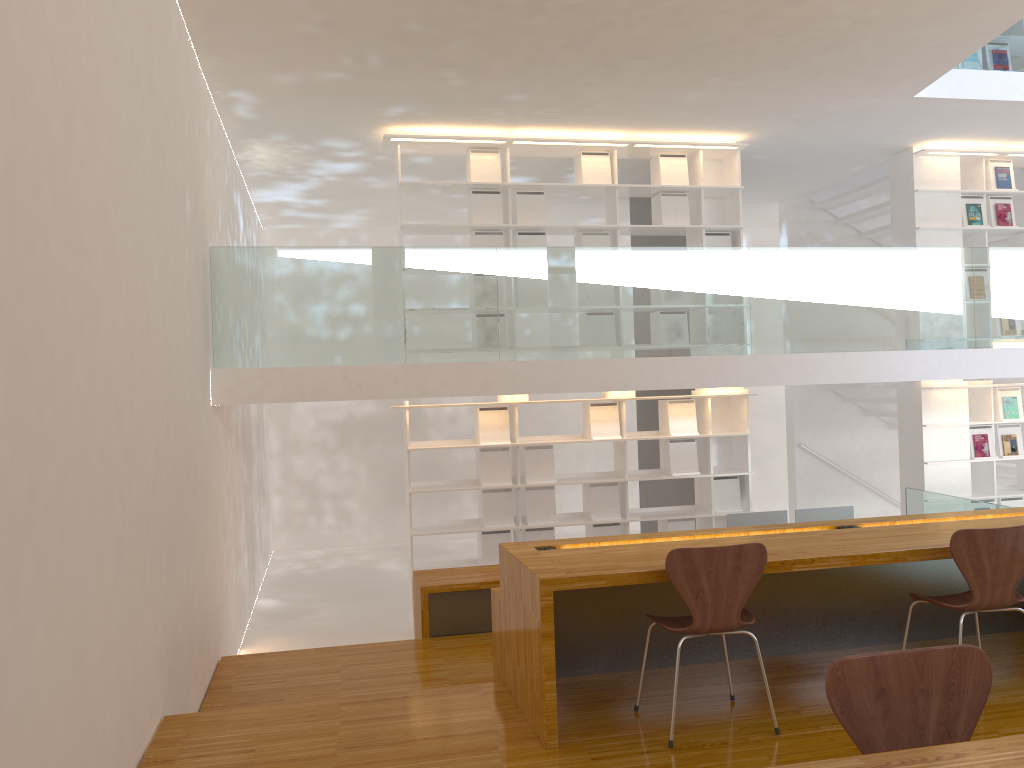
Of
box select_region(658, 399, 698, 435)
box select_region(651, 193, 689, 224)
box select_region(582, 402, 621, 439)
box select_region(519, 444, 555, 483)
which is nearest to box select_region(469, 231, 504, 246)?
box select_region(651, 193, 689, 224)

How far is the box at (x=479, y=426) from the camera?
7.0 meters

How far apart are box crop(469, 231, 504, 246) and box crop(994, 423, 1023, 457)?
4.8m

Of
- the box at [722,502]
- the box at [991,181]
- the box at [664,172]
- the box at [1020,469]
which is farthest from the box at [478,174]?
the box at [1020,469]

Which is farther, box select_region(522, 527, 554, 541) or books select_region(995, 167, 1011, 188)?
books select_region(995, 167, 1011, 188)

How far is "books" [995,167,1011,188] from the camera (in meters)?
7.95

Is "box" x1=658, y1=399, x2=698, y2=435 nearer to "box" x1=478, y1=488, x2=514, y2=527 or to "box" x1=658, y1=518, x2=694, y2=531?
"box" x1=658, y1=518, x2=694, y2=531

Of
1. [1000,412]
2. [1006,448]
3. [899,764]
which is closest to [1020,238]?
[1000,412]

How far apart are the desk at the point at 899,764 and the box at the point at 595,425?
5.6m

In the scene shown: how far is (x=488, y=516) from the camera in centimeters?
705cm
